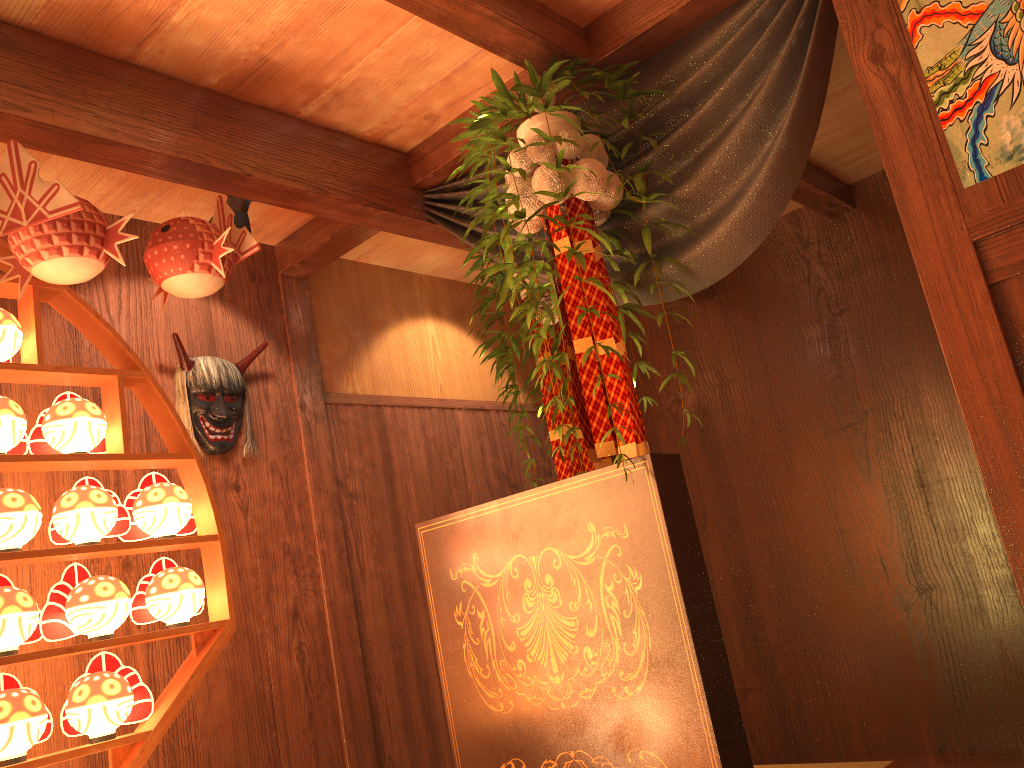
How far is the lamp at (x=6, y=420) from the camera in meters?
2.1

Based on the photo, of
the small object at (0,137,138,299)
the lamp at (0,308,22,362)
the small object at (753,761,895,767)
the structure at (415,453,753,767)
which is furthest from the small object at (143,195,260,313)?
the small object at (753,761,895,767)

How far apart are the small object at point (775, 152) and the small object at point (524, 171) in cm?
3

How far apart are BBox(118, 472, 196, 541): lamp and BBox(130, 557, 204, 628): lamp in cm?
8

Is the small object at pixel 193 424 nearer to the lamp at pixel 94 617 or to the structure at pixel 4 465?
the structure at pixel 4 465

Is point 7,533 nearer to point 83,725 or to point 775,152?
point 83,725

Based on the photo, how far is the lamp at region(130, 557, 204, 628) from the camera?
2.23m

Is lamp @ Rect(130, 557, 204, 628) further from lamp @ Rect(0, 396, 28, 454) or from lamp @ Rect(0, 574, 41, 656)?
lamp @ Rect(0, 396, 28, 454)

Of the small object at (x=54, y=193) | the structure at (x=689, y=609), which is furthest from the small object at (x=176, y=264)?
the structure at (x=689, y=609)

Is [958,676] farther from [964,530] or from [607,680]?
[607,680]
